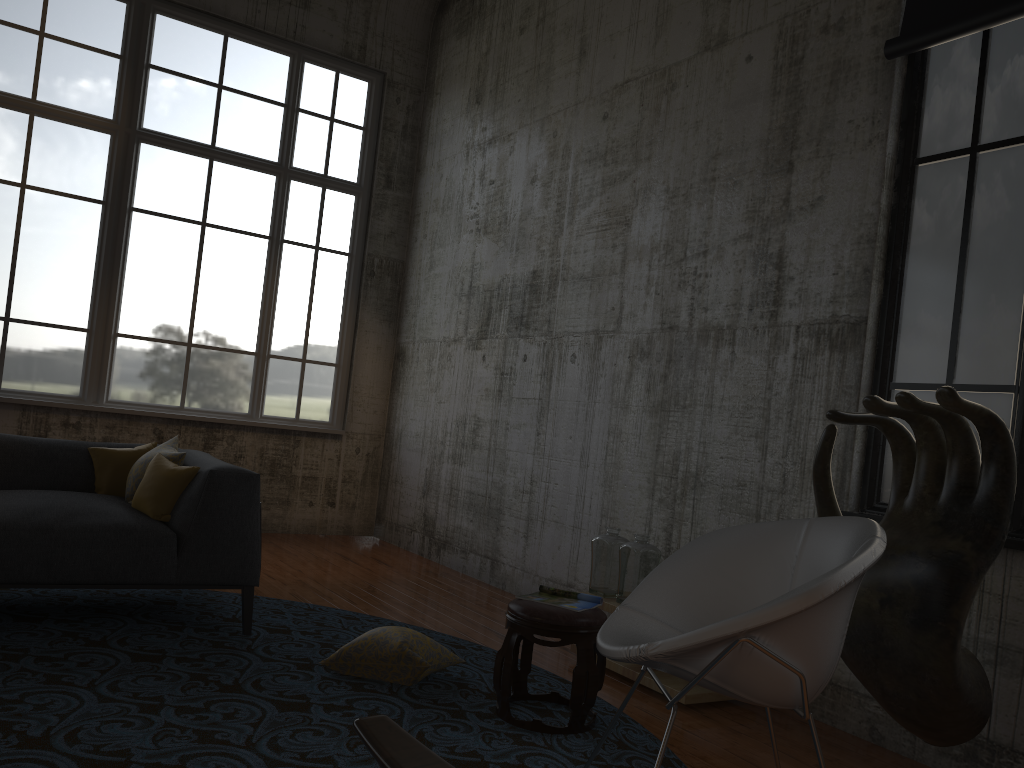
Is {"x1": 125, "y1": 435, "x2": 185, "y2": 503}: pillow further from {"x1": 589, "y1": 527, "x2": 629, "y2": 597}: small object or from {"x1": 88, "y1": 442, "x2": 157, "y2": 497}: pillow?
{"x1": 589, "y1": 527, "x2": 629, "y2": 597}: small object

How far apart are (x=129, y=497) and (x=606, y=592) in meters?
2.5 m

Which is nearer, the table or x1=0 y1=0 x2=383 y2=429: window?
the table

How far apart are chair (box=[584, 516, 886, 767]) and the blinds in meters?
2.3 m

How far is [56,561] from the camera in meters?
3.9

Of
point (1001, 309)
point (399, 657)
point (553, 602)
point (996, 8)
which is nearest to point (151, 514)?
point (399, 657)

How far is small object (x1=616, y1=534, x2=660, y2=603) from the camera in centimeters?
440cm

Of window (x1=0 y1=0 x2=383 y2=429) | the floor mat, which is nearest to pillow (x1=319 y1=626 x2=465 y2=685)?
the floor mat

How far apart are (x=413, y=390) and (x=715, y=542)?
5.2 meters

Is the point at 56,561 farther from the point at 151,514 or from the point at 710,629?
the point at 710,629
